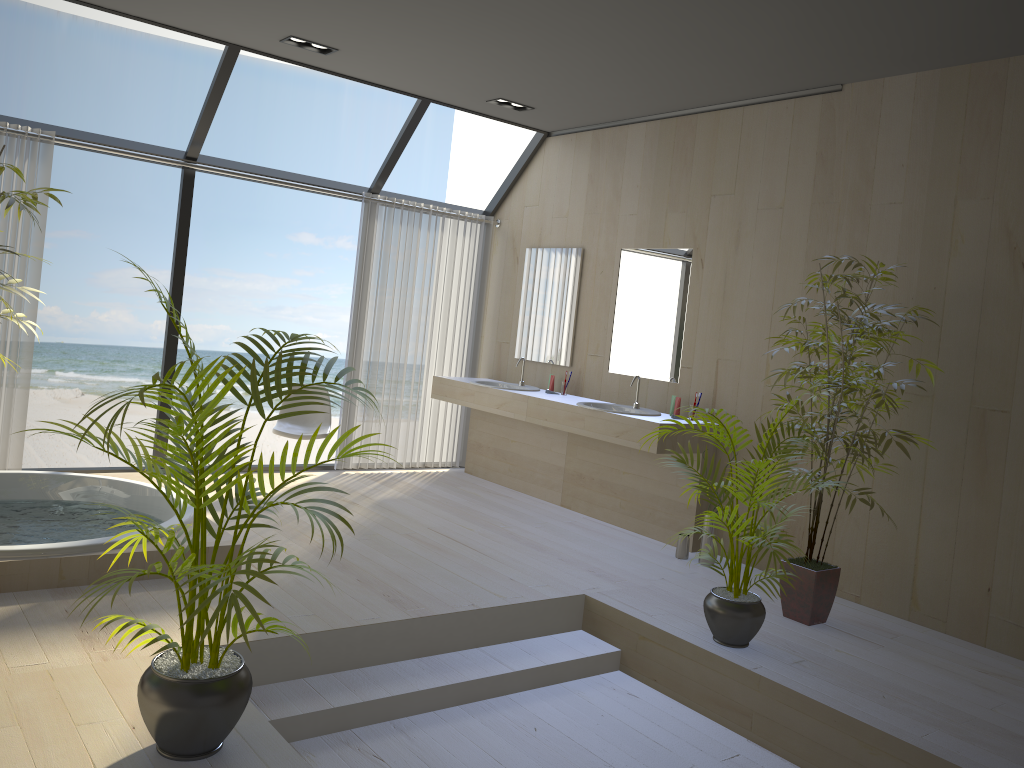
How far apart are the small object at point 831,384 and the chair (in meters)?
3.08

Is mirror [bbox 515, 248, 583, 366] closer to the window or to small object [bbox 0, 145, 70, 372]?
the window

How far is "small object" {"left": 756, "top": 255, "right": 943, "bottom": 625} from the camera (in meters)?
4.12

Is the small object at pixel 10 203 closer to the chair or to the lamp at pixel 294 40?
the lamp at pixel 294 40

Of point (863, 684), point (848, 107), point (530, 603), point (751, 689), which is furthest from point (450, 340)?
point (863, 684)

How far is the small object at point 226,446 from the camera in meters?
2.3

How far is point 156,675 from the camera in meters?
2.4

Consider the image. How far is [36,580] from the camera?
3.6 meters

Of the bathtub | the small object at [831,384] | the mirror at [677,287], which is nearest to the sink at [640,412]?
the mirror at [677,287]

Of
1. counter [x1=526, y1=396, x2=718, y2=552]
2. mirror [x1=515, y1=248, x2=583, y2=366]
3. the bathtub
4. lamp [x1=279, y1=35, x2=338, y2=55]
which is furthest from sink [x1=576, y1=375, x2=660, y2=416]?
lamp [x1=279, y1=35, x2=338, y2=55]
